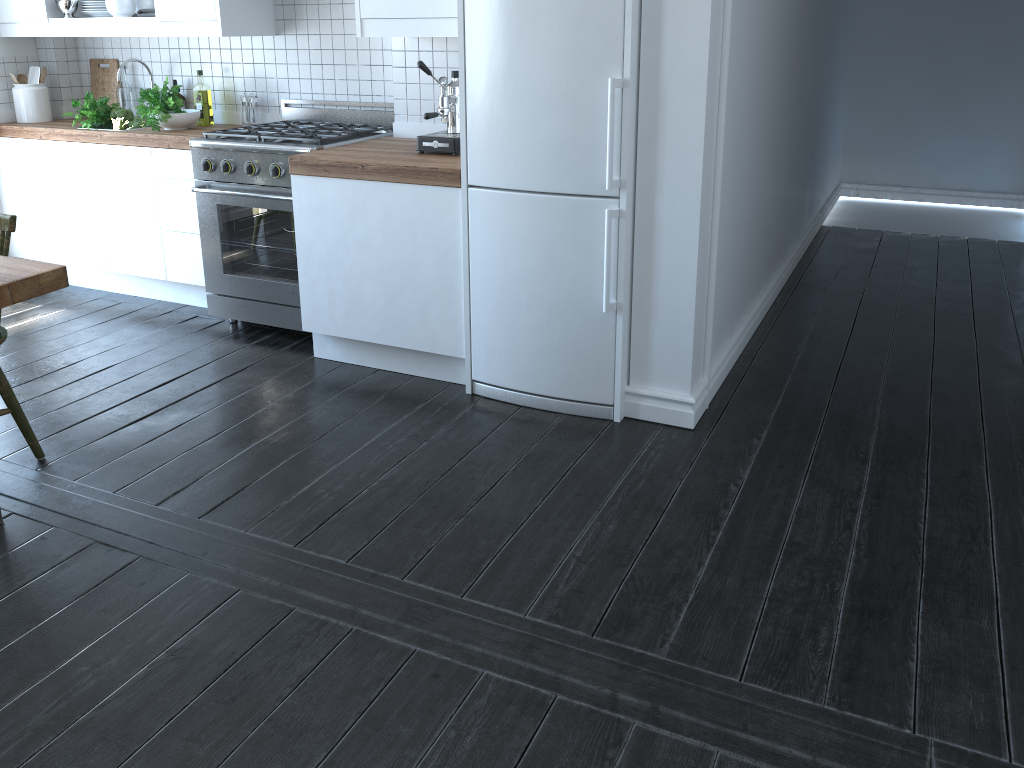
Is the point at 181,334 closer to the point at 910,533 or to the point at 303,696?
the point at 303,696

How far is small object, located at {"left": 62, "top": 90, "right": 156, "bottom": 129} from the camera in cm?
440

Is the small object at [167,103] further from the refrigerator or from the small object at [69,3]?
the refrigerator

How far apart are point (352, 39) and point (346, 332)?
1.5 meters

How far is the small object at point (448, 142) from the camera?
3.39m

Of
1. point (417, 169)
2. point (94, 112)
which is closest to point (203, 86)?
point (94, 112)

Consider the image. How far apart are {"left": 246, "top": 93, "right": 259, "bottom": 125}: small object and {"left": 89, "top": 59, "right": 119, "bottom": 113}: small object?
1.02m

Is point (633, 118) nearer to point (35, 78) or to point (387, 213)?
point (387, 213)

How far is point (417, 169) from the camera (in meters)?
3.19

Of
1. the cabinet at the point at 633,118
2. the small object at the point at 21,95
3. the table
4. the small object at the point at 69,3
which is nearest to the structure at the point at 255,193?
the cabinet at the point at 633,118
